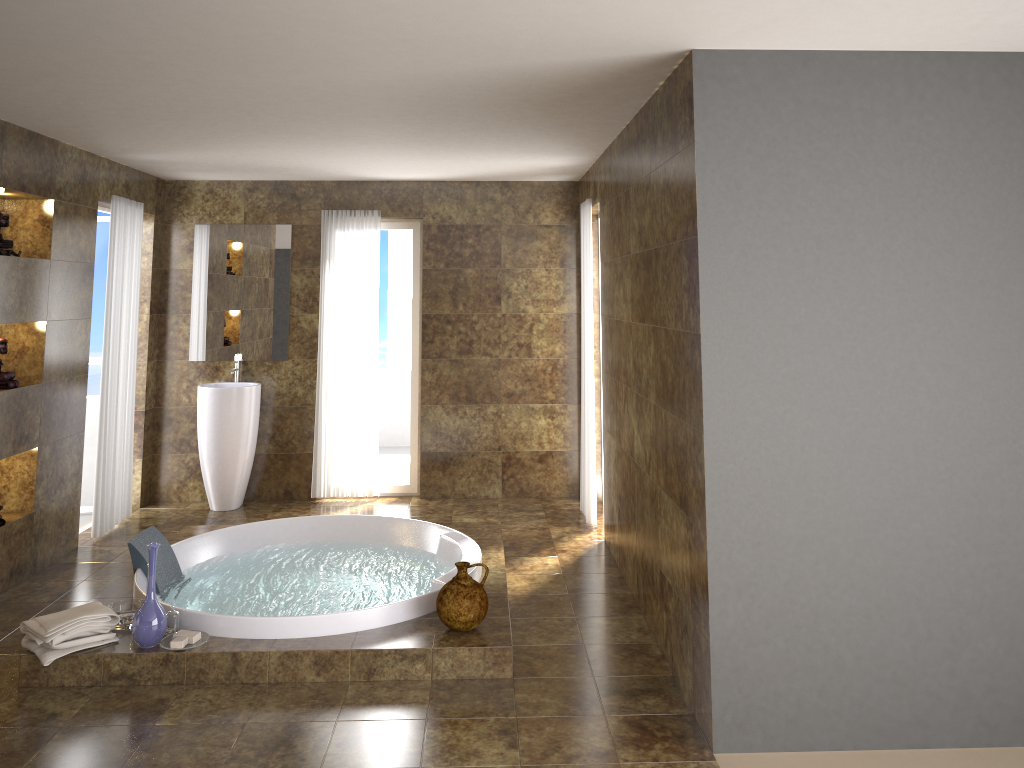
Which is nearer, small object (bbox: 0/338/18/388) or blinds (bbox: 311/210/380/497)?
small object (bbox: 0/338/18/388)

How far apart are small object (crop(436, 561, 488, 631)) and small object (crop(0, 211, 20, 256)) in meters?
3.0

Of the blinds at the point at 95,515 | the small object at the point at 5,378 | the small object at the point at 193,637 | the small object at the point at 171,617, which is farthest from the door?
the small object at the point at 193,637

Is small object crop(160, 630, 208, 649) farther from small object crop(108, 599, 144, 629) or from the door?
the door

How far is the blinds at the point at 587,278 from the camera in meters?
6.1

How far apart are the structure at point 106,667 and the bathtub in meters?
0.0 m

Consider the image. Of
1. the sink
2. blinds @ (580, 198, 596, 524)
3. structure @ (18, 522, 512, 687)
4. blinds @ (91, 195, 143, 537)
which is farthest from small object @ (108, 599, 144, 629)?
blinds @ (580, 198, 596, 524)

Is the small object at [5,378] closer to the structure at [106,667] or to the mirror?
the structure at [106,667]

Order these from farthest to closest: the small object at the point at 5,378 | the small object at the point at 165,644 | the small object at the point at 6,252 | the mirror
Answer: the mirror → the small object at the point at 5,378 → the small object at the point at 6,252 → the small object at the point at 165,644

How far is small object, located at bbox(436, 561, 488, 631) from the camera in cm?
398
